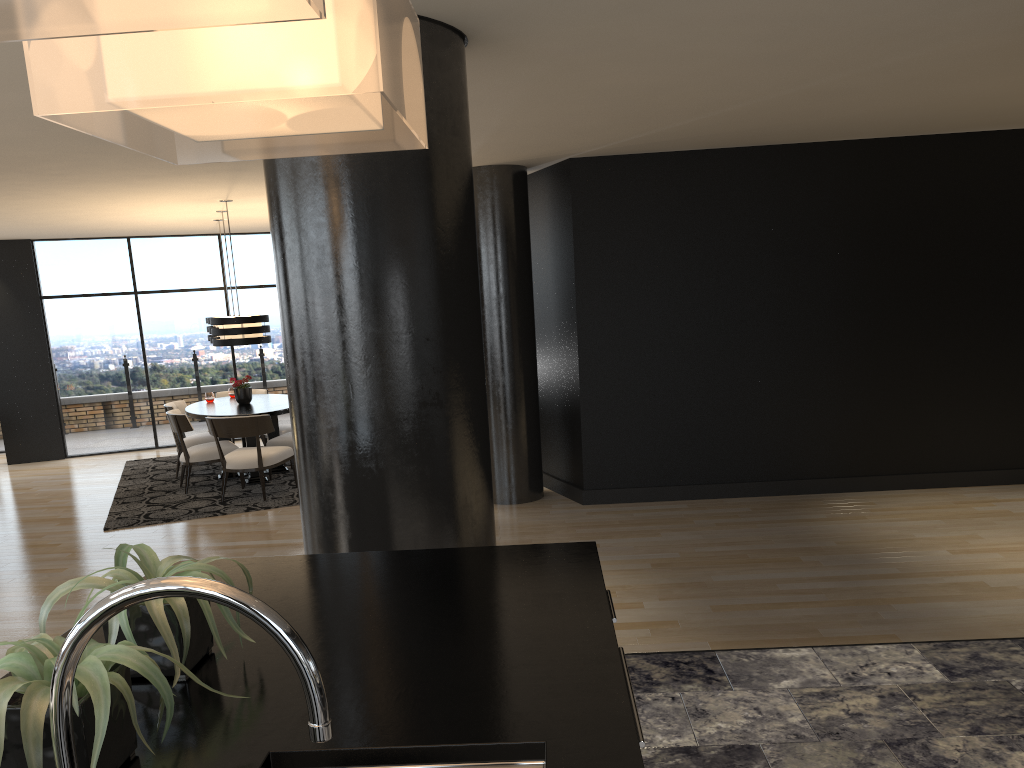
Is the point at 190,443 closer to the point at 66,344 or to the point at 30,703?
the point at 66,344

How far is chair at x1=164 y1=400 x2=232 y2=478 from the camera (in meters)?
9.29

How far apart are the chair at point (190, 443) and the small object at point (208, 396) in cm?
32

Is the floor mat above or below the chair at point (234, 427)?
below

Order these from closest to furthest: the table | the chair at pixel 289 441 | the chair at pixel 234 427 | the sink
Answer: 1. the sink
2. the chair at pixel 234 427
3. the table
4. the chair at pixel 289 441

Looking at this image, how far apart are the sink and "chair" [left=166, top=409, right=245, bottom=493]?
7.72m

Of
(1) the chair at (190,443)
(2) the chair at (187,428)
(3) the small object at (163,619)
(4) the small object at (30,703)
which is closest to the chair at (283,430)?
(1) the chair at (190,443)

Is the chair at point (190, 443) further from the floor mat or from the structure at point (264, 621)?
the structure at point (264, 621)

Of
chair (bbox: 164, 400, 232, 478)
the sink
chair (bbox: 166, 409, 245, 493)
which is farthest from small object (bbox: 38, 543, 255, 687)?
chair (bbox: 164, 400, 232, 478)

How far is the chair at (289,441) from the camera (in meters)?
8.89
